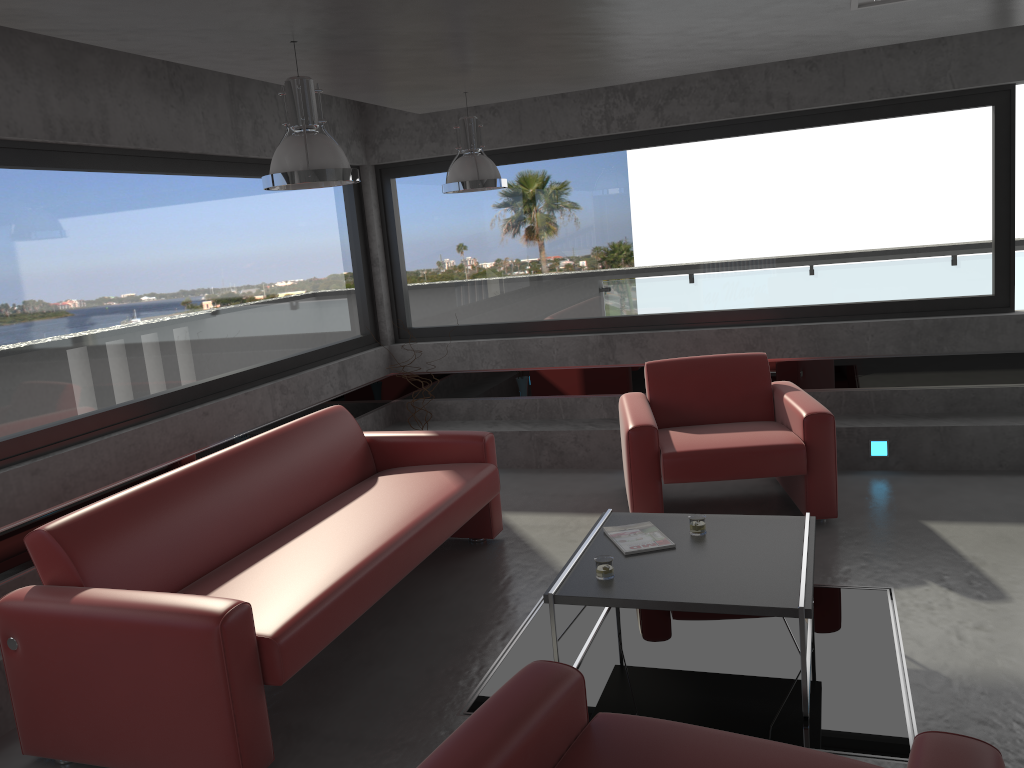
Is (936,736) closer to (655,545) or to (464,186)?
(655,545)

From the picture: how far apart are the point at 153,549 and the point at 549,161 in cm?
445

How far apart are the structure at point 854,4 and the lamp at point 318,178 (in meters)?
2.23

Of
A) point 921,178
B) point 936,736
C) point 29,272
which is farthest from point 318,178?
point 921,178

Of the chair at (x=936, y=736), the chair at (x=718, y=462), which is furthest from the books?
the chair at (x=936, y=736)

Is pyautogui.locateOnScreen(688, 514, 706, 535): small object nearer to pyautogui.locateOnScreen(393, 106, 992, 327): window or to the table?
the table

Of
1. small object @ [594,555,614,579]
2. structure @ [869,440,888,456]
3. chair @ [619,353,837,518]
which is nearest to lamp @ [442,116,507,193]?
chair @ [619,353,837,518]

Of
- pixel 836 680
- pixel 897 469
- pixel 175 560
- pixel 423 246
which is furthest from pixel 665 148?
pixel 175 560

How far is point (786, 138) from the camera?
6.3 meters

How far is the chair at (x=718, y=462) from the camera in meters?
5.0 m
